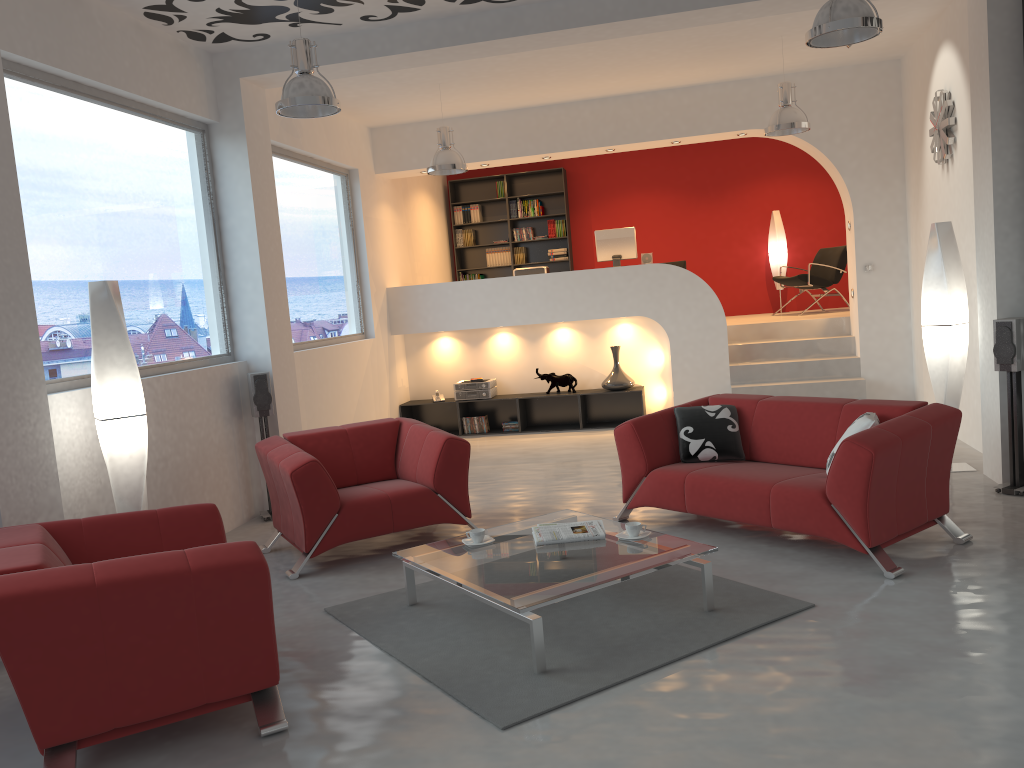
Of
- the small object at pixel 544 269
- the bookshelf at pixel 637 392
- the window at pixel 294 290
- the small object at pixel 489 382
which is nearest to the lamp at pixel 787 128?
the bookshelf at pixel 637 392

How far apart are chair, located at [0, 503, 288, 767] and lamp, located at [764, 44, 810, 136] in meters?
5.6

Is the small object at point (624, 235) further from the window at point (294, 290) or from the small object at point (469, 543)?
the small object at point (469, 543)

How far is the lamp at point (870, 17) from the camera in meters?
4.4 m

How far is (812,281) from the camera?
10.7 meters

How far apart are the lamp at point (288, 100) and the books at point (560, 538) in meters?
2.7 m

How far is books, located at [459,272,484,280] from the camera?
12.6m

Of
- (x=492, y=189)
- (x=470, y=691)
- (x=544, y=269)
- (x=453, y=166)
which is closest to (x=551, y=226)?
(x=492, y=189)

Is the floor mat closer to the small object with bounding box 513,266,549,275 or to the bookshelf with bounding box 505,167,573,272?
the small object with bounding box 513,266,549,275

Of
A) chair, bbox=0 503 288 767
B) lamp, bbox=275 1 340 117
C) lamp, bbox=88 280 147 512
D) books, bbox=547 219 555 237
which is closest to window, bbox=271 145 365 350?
lamp, bbox=275 1 340 117
